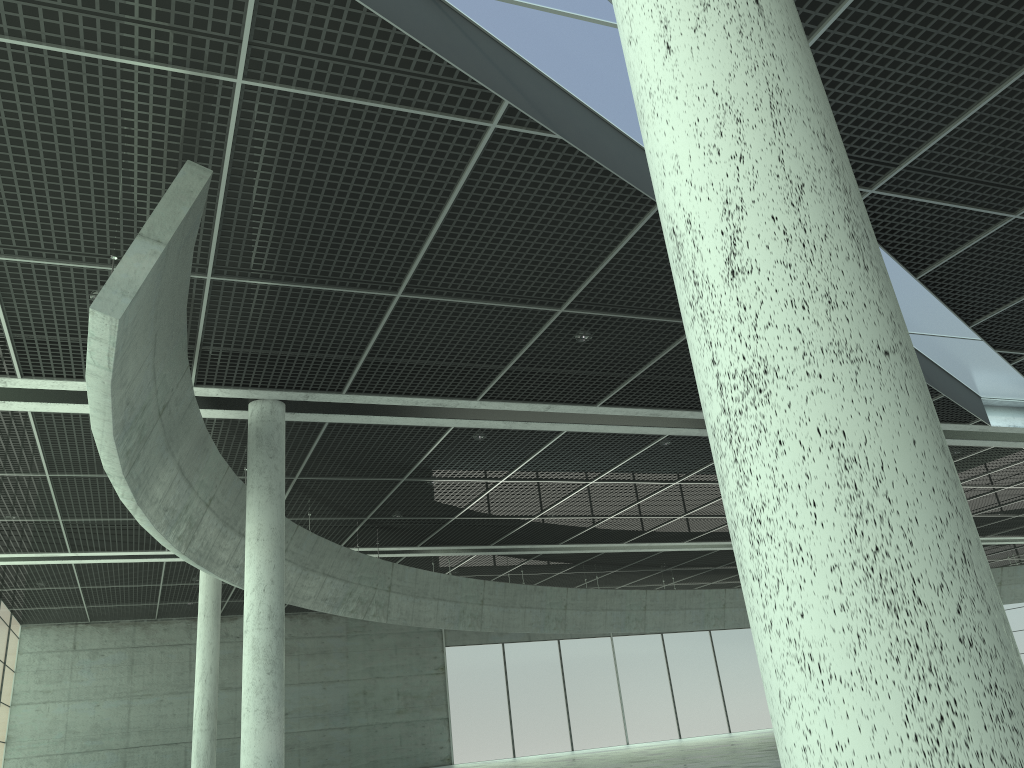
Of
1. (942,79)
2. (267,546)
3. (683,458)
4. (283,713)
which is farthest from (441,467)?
(942,79)

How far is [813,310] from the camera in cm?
458
